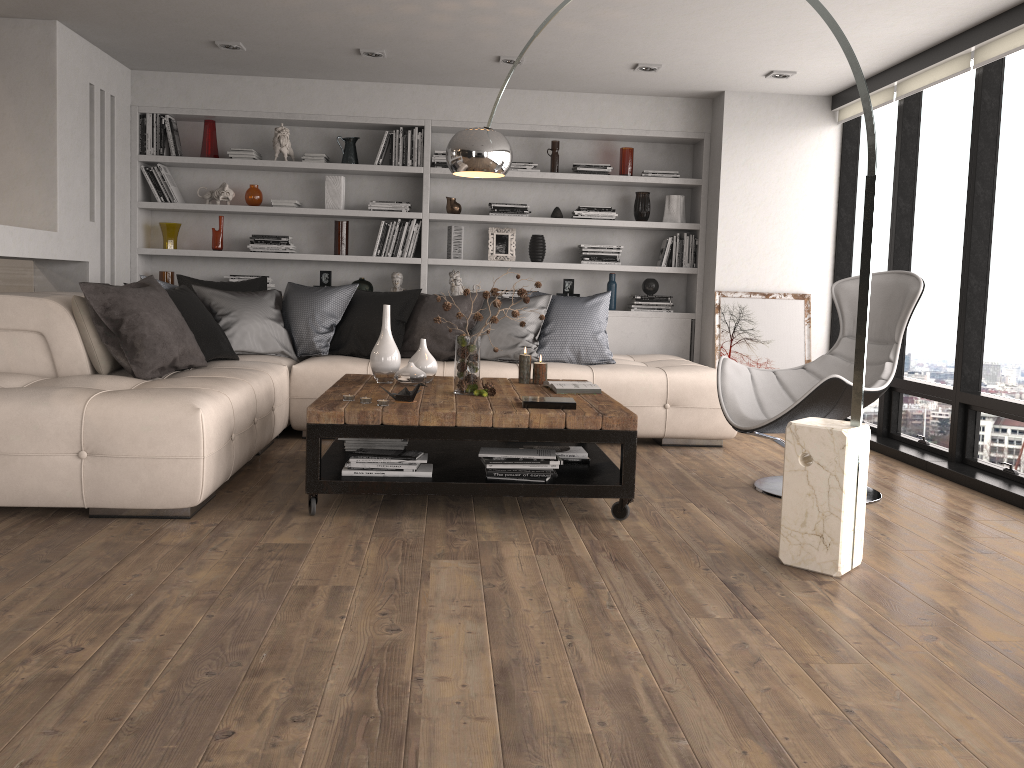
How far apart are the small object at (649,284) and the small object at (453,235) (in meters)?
1.46

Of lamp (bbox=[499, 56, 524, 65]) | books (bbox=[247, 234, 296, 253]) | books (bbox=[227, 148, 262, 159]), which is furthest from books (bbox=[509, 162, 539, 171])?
books (bbox=[227, 148, 262, 159])

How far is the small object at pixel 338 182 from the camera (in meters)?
6.66

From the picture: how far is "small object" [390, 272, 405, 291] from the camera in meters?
6.7 m

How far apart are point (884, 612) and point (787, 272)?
4.2 meters

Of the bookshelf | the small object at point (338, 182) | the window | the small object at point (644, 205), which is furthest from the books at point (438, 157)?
the window

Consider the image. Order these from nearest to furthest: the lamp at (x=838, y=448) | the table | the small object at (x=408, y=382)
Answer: the lamp at (x=838, y=448) → the table → the small object at (x=408, y=382)

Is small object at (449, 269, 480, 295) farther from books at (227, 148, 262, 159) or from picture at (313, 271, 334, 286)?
books at (227, 148, 262, 159)

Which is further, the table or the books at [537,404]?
the books at [537,404]

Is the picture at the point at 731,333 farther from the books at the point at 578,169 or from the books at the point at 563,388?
the books at the point at 563,388
